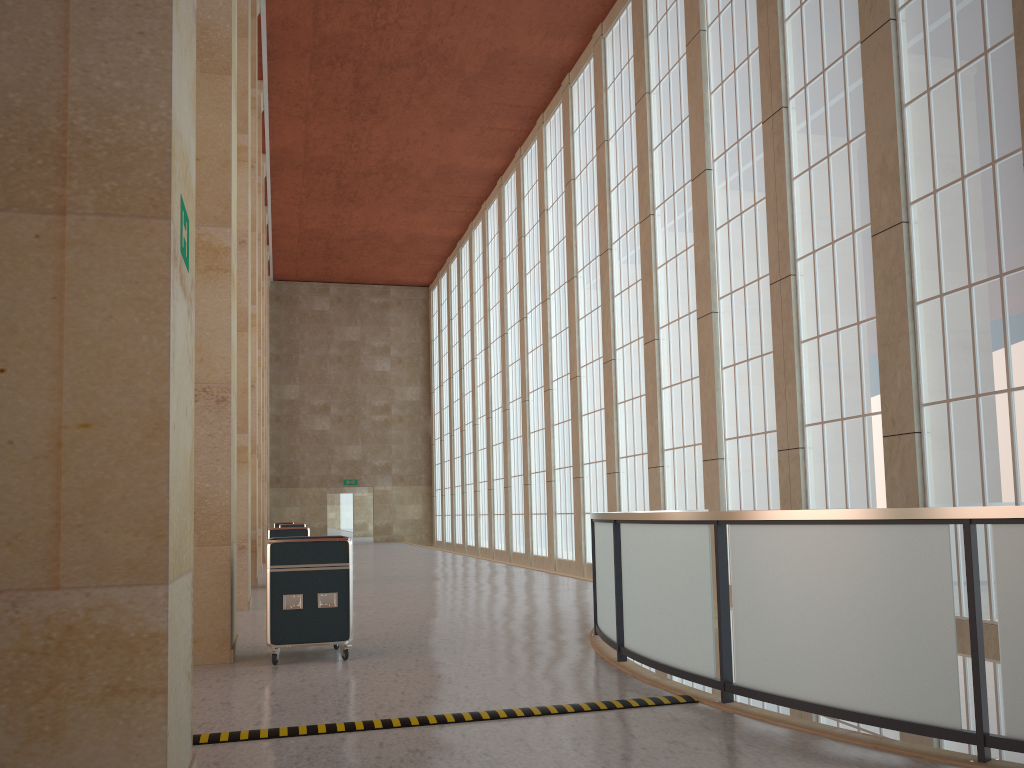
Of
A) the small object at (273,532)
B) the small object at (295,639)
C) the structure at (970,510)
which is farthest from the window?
the small object at (273,532)

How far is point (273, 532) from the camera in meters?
22.7 m

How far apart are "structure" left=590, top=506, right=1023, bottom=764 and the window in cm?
576

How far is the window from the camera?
13.0 meters

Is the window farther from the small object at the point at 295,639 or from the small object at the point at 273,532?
the small object at the point at 273,532

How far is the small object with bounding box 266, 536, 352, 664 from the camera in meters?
10.8

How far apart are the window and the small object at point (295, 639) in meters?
9.2 m

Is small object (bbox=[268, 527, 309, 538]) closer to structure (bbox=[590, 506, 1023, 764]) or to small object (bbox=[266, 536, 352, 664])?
small object (bbox=[266, 536, 352, 664])

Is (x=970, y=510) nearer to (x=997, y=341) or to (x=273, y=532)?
(x=997, y=341)

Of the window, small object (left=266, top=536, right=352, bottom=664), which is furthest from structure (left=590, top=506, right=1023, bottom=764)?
the window
